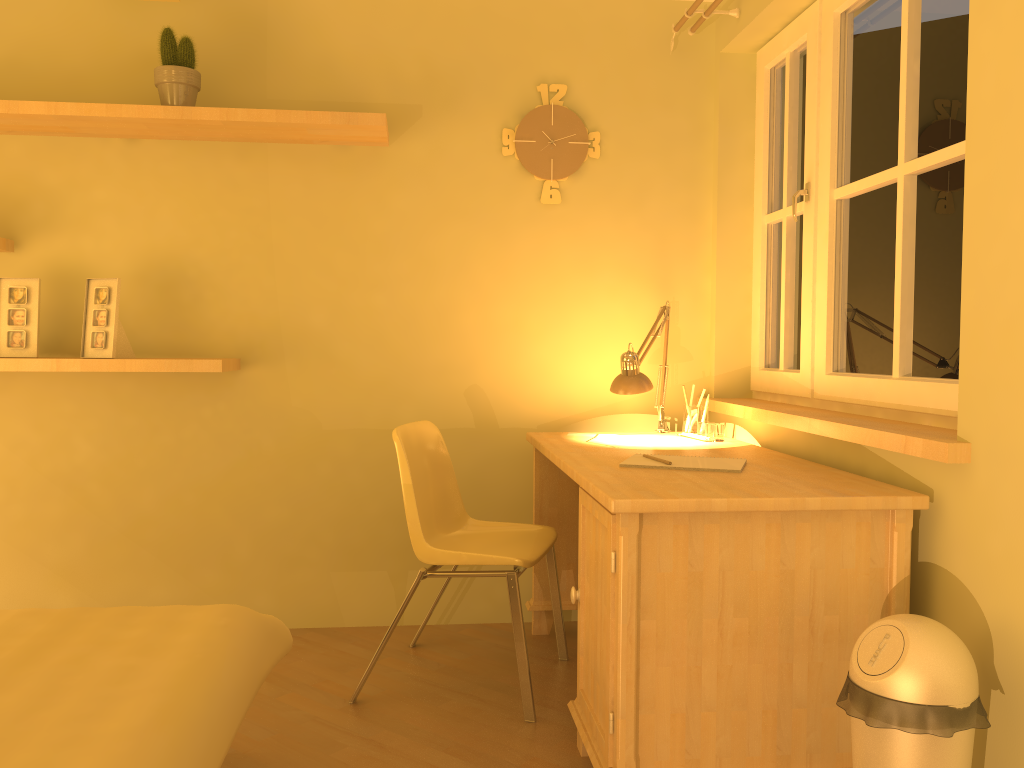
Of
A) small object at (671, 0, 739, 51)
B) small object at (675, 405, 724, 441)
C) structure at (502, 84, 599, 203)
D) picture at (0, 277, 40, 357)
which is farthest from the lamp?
picture at (0, 277, 40, 357)

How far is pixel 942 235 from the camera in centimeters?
212cm

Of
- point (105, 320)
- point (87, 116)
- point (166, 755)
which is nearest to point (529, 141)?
point (87, 116)

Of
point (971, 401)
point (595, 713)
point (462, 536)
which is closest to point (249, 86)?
point (462, 536)

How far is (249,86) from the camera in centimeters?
311cm

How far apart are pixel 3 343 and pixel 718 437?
2.35m

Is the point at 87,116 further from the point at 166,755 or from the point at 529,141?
the point at 166,755

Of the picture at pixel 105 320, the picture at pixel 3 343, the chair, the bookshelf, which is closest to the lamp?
the chair

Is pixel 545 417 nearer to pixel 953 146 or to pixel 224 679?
pixel 953 146

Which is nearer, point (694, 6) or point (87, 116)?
point (87, 116)
